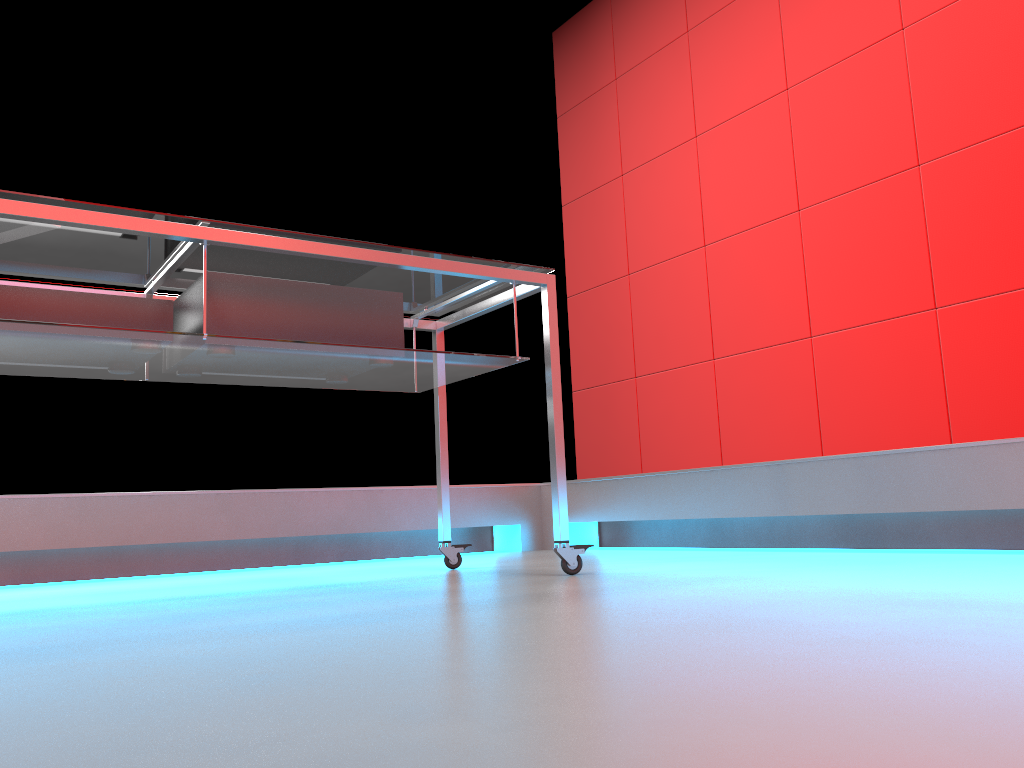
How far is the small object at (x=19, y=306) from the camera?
1.55m

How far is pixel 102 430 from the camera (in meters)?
3.32

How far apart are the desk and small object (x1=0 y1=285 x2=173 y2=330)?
0.04m

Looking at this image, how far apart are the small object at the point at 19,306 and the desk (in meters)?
0.04

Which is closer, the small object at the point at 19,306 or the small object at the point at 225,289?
the small object at the point at 19,306

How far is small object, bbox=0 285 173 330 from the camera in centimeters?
155cm

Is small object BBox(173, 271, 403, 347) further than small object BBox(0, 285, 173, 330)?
Yes

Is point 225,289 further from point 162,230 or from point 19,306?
point 19,306

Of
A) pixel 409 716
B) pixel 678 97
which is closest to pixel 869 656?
pixel 409 716

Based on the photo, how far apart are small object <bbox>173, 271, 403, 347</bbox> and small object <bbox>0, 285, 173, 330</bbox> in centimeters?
7cm
